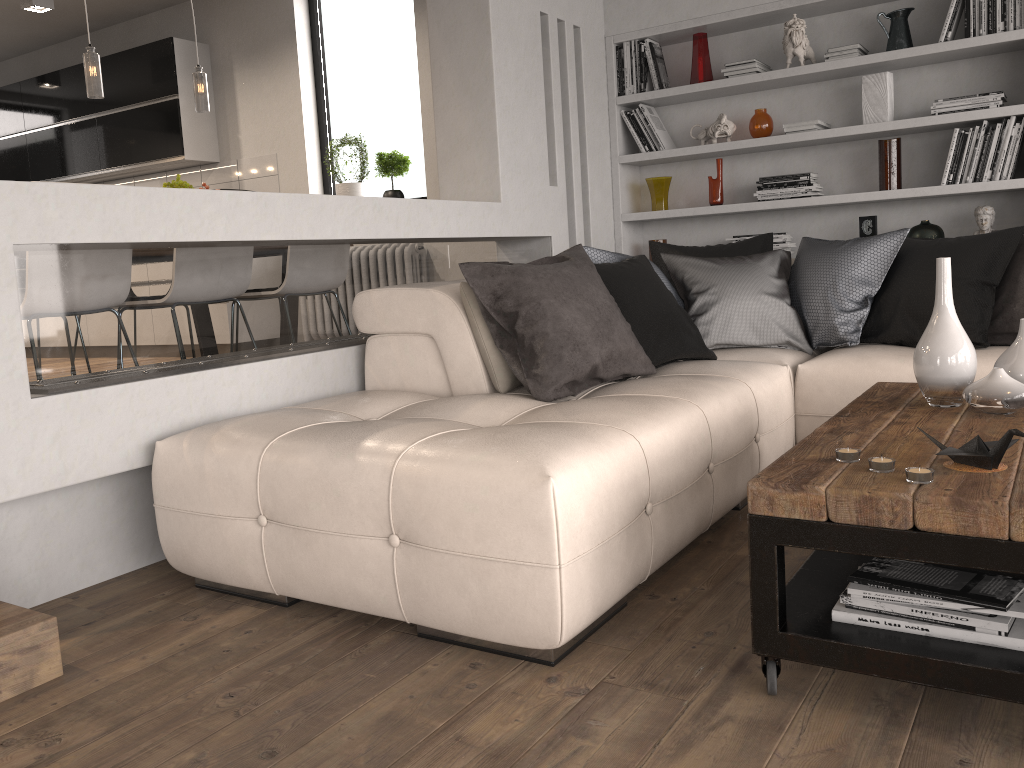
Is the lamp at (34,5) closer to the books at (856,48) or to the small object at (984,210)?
the books at (856,48)

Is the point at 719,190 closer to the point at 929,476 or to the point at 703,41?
the point at 703,41

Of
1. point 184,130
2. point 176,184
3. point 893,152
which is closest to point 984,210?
point 893,152

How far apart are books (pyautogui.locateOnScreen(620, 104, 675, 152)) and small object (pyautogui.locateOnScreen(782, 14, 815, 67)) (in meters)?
0.81

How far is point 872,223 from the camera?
4.61m

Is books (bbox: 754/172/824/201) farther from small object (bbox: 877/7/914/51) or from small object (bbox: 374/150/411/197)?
small object (bbox: 374/150/411/197)

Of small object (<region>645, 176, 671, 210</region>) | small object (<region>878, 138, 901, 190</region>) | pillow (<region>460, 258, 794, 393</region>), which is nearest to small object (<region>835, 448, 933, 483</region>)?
pillow (<region>460, 258, 794, 393</region>)

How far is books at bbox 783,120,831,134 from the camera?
4.6m

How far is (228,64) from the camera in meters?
6.8 m

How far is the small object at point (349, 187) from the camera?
6.27m
